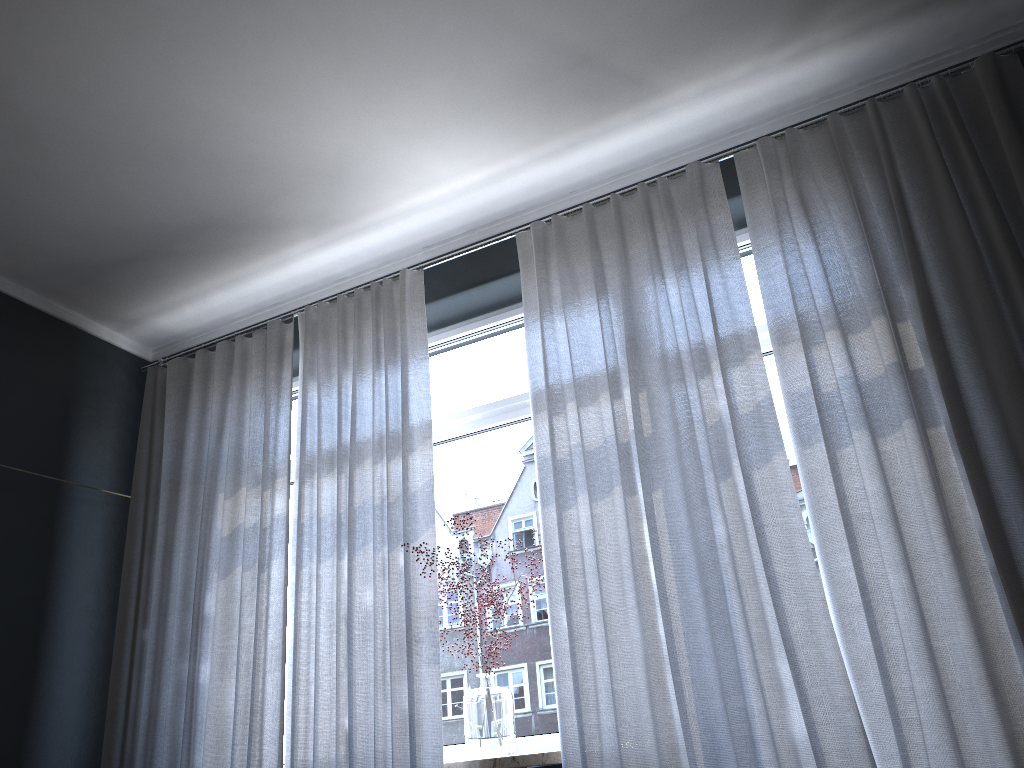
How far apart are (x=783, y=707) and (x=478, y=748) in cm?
111

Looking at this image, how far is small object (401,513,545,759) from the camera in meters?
3.0

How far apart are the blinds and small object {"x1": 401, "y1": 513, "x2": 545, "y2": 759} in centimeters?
14cm

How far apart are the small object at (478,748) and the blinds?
0.1 meters

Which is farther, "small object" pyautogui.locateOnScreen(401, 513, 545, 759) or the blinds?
"small object" pyautogui.locateOnScreen(401, 513, 545, 759)

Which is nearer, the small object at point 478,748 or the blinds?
the blinds

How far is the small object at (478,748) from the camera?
3.0m

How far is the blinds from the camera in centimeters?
245cm
